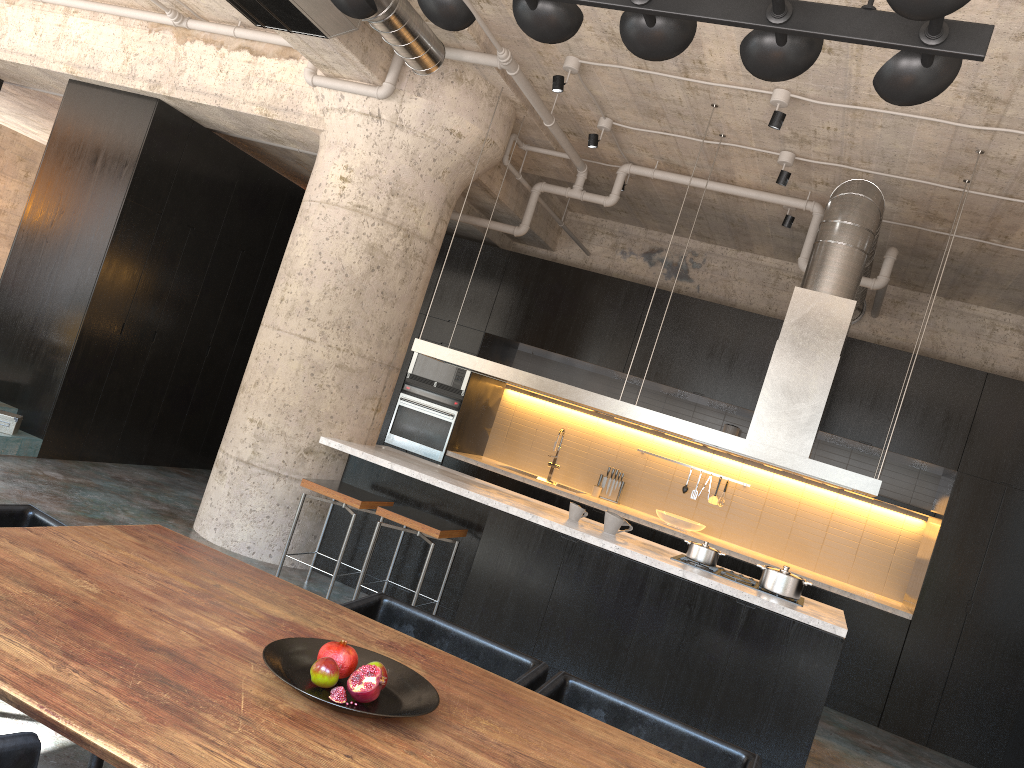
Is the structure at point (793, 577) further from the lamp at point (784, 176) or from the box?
the box

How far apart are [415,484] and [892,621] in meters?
4.1

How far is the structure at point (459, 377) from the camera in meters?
8.8

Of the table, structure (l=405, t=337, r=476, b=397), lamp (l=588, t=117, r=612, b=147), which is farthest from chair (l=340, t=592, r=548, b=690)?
structure (l=405, t=337, r=476, b=397)

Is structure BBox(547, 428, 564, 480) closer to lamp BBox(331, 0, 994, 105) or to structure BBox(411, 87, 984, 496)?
structure BBox(411, 87, 984, 496)

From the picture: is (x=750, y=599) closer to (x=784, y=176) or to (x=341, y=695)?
(x=784, y=176)

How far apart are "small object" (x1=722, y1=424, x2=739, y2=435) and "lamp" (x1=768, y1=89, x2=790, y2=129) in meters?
4.0

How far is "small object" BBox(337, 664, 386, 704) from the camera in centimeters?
202cm

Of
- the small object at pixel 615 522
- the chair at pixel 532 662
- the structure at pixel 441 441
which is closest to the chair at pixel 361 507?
the small object at pixel 615 522

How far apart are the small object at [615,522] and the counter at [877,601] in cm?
219
